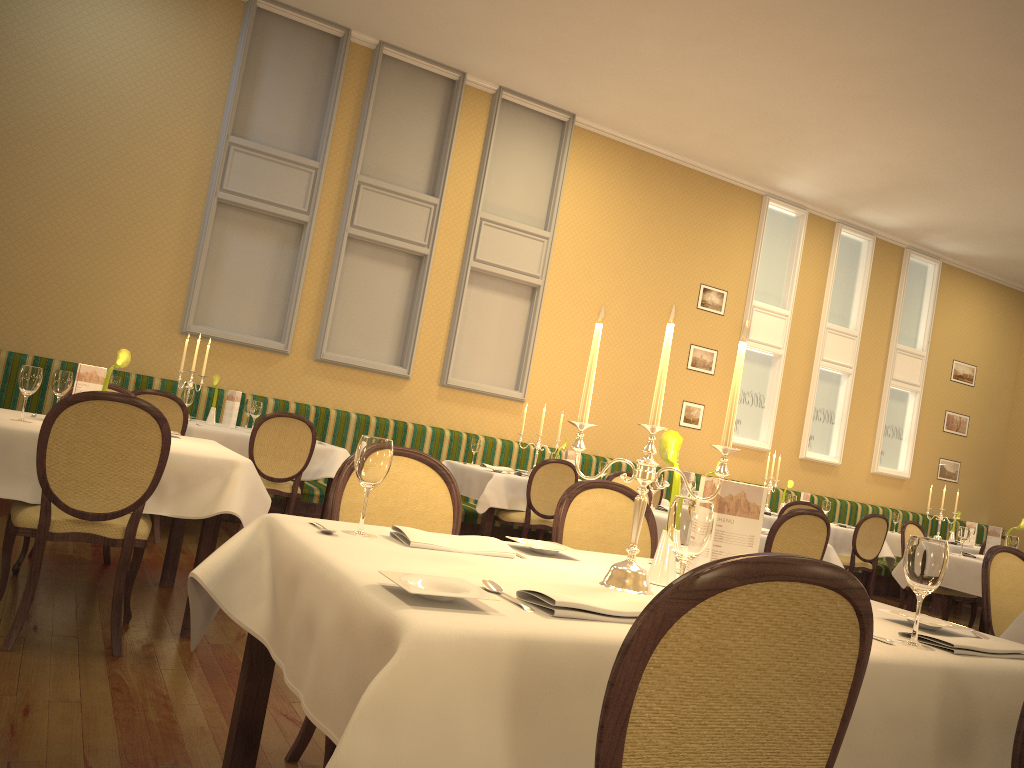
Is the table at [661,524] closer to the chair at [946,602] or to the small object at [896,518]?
the chair at [946,602]

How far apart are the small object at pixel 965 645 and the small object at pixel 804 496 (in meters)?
7.27

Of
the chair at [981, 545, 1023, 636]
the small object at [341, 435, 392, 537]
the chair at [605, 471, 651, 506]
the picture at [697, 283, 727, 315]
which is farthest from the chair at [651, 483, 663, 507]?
the small object at [341, 435, 392, 537]

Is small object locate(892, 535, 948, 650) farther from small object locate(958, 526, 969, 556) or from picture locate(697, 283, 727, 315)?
picture locate(697, 283, 727, 315)

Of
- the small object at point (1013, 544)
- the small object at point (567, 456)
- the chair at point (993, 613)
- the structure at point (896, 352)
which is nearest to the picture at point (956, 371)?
the structure at point (896, 352)

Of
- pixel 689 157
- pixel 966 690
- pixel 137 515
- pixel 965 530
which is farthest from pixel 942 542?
pixel 689 157

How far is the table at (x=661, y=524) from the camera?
5.0m

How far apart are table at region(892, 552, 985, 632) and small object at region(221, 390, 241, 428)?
5.3m

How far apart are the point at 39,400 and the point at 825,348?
8.6 meters

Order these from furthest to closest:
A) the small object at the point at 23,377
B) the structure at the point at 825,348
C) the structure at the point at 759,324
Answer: the structure at the point at 825,348
the structure at the point at 759,324
the small object at the point at 23,377
